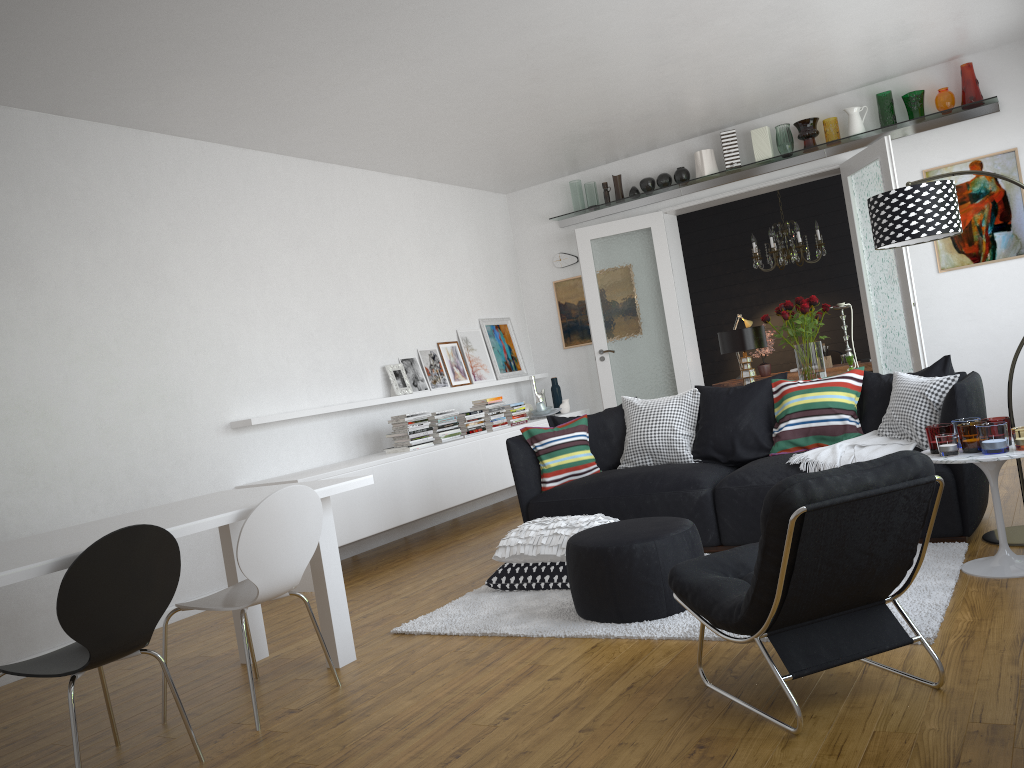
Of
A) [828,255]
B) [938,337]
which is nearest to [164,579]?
[938,337]

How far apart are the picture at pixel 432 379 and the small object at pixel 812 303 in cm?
321

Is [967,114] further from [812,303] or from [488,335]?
[488,335]

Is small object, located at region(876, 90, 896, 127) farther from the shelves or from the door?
the door

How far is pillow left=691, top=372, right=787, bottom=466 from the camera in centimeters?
512cm

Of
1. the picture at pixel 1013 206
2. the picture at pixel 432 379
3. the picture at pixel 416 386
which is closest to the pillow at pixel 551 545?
the picture at pixel 416 386

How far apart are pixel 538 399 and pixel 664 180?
2.4 meters

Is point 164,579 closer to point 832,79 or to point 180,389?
point 180,389

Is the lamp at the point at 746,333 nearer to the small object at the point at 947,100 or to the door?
the door

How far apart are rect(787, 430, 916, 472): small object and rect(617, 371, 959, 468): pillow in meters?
0.0
